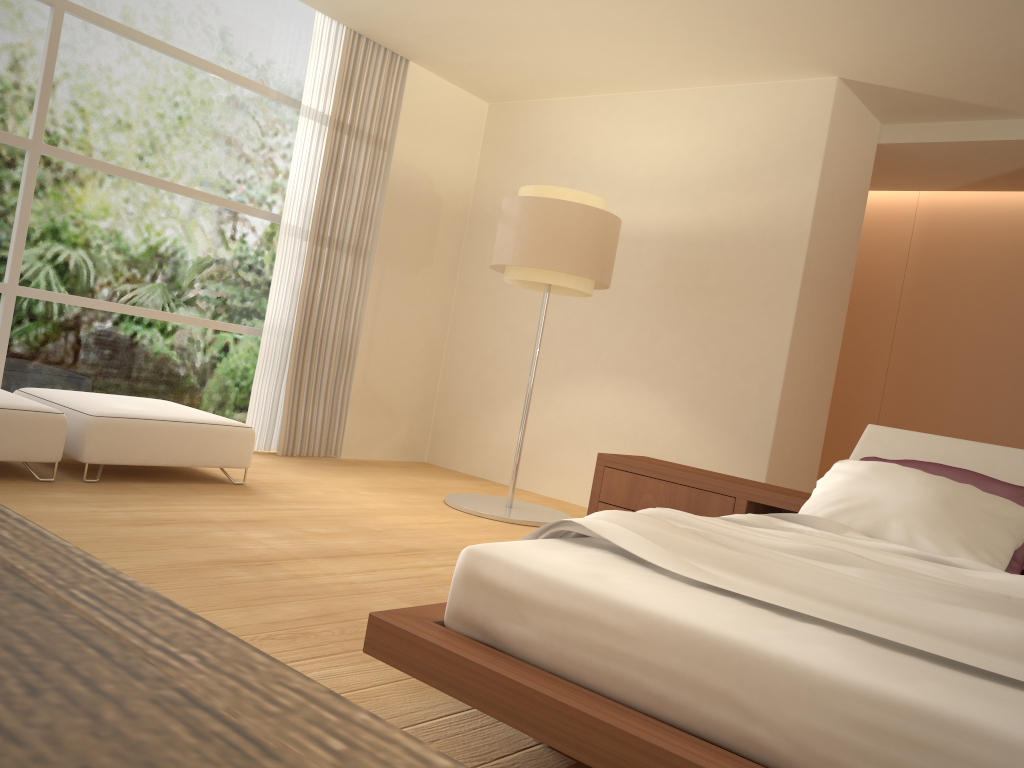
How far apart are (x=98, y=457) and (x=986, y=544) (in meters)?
3.80

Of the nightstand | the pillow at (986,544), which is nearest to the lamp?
the nightstand

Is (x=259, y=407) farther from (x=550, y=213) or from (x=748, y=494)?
(x=748, y=494)

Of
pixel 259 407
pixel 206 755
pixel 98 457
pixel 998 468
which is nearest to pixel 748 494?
pixel 998 468

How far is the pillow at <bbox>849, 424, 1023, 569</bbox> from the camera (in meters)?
3.62

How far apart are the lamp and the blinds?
1.44m

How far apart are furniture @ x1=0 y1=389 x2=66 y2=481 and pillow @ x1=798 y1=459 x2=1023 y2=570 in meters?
3.3

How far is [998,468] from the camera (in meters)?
3.62

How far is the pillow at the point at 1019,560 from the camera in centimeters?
313cm

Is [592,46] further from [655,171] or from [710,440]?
[710,440]
